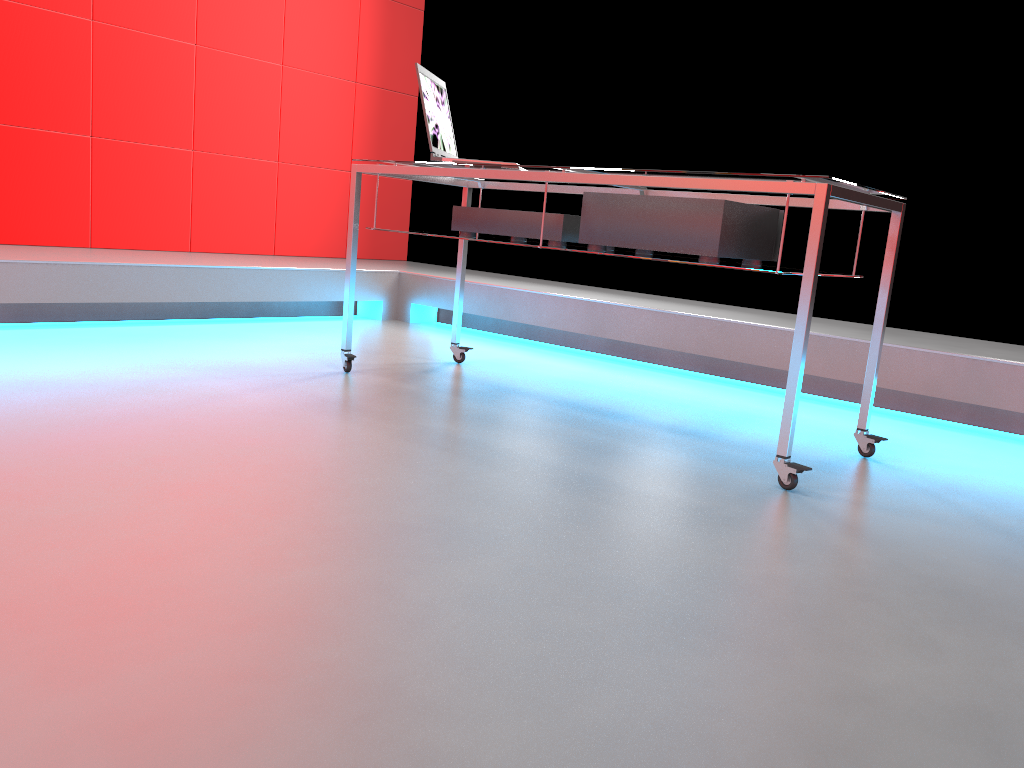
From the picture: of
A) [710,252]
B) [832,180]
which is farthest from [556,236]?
[832,180]

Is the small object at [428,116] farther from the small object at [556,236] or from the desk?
the small object at [556,236]

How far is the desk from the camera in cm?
192

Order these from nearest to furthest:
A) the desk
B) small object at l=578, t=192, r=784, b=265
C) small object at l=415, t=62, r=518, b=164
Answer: the desk → small object at l=578, t=192, r=784, b=265 → small object at l=415, t=62, r=518, b=164

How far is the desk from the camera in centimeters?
192cm

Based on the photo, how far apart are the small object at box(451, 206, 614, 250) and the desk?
0.1m

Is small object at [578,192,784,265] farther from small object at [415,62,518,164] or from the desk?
small object at [415,62,518,164]

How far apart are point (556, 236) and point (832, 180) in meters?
0.8 m

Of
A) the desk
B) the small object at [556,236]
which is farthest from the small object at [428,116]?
the small object at [556,236]

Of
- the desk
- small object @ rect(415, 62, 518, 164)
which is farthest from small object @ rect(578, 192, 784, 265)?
small object @ rect(415, 62, 518, 164)
